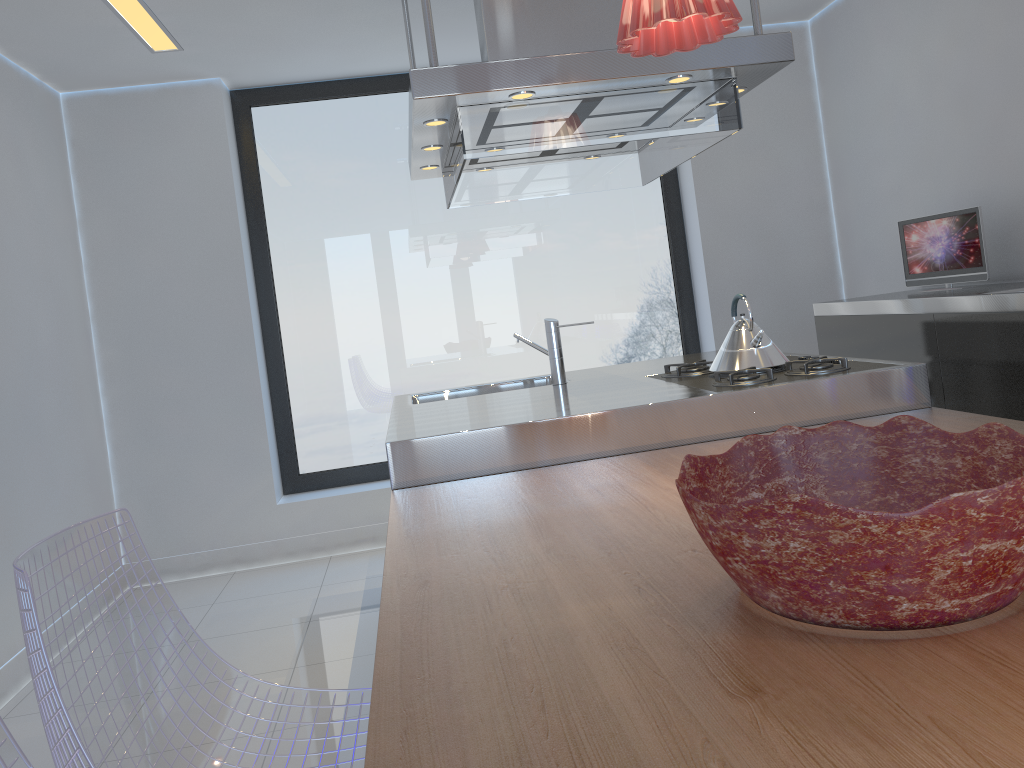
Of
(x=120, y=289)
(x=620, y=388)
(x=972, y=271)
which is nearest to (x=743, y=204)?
(x=972, y=271)

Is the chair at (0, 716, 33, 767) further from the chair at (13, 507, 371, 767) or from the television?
the television

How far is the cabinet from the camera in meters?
2.8

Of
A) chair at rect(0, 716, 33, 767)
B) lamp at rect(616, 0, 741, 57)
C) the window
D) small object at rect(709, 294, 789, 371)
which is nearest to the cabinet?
small object at rect(709, 294, 789, 371)

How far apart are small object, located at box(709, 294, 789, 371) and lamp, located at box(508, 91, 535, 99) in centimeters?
93cm

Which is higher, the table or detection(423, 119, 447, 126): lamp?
detection(423, 119, 447, 126): lamp

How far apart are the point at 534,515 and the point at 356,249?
3.28m

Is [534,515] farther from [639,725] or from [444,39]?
[444,39]

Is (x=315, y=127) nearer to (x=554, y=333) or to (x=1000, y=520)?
(x=554, y=333)

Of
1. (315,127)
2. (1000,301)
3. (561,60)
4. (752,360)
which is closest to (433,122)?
(561,60)
